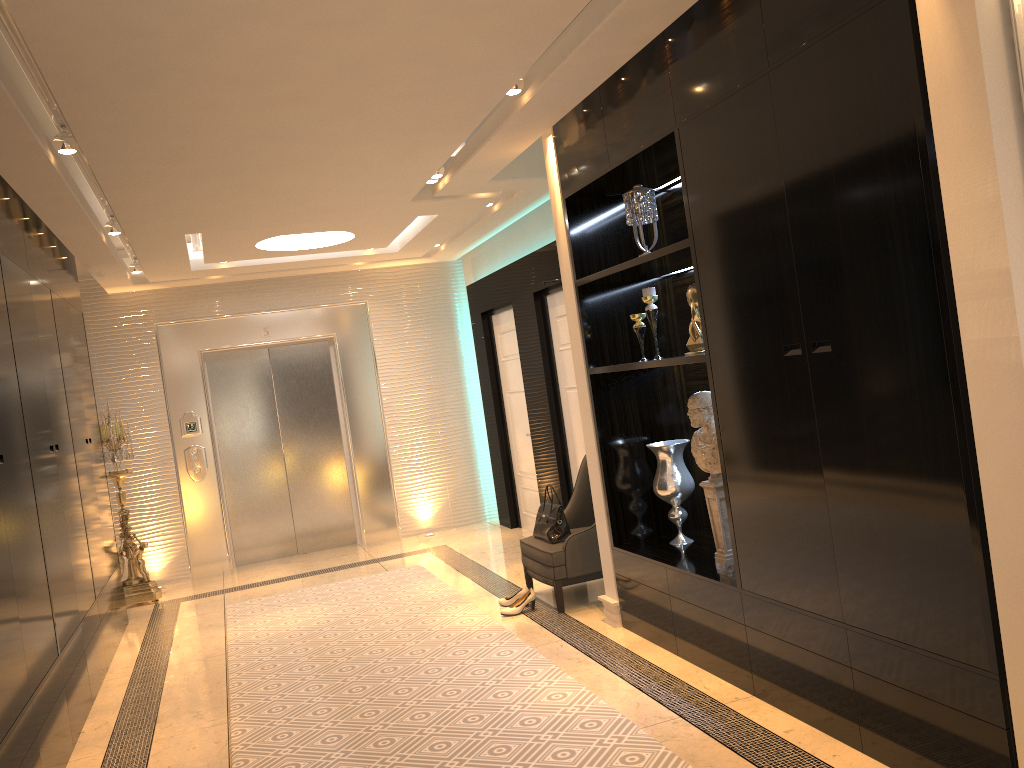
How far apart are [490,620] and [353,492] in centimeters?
369cm

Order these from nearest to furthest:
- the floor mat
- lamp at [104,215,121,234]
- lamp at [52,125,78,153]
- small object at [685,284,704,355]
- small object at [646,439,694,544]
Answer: the floor mat, lamp at [52,125,78,153], small object at [685,284,704,355], small object at [646,439,694,544], lamp at [104,215,121,234]

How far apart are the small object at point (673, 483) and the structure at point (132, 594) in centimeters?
458cm

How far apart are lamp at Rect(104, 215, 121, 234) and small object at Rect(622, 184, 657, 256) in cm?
337

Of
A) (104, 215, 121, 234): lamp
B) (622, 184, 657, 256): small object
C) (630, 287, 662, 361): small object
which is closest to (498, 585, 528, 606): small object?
(630, 287, 662, 361): small object

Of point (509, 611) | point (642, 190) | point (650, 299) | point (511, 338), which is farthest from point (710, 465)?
point (511, 338)

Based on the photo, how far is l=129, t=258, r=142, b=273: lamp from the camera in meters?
7.1

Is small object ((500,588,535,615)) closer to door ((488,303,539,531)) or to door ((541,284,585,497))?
door ((541,284,585,497))

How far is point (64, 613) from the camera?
4.3m

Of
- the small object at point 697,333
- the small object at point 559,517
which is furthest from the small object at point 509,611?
the small object at point 697,333
